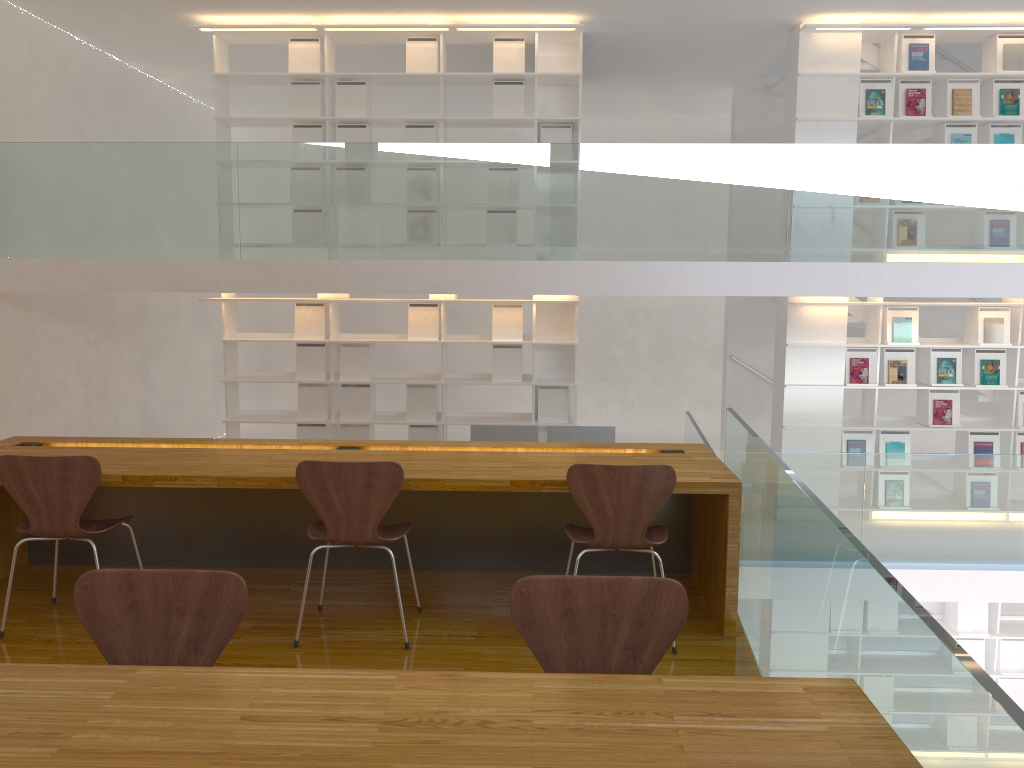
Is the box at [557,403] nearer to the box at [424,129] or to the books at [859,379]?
the box at [424,129]

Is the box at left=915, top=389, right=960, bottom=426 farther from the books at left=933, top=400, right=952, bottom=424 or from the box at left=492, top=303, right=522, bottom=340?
the box at left=492, top=303, right=522, bottom=340

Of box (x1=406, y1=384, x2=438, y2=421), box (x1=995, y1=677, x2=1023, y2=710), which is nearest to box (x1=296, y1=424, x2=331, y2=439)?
box (x1=406, y1=384, x2=438, y2=421)

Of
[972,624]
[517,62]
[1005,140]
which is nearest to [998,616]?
[972,624]

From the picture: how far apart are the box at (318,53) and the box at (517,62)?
1.4m

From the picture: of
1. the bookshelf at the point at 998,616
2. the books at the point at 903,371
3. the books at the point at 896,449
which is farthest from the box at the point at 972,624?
the books at the point at 903,371

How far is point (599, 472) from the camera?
3.1m

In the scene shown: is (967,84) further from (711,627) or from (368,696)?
(368,696)

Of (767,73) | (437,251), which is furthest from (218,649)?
(767,73)

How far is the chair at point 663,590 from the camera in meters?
1.9
